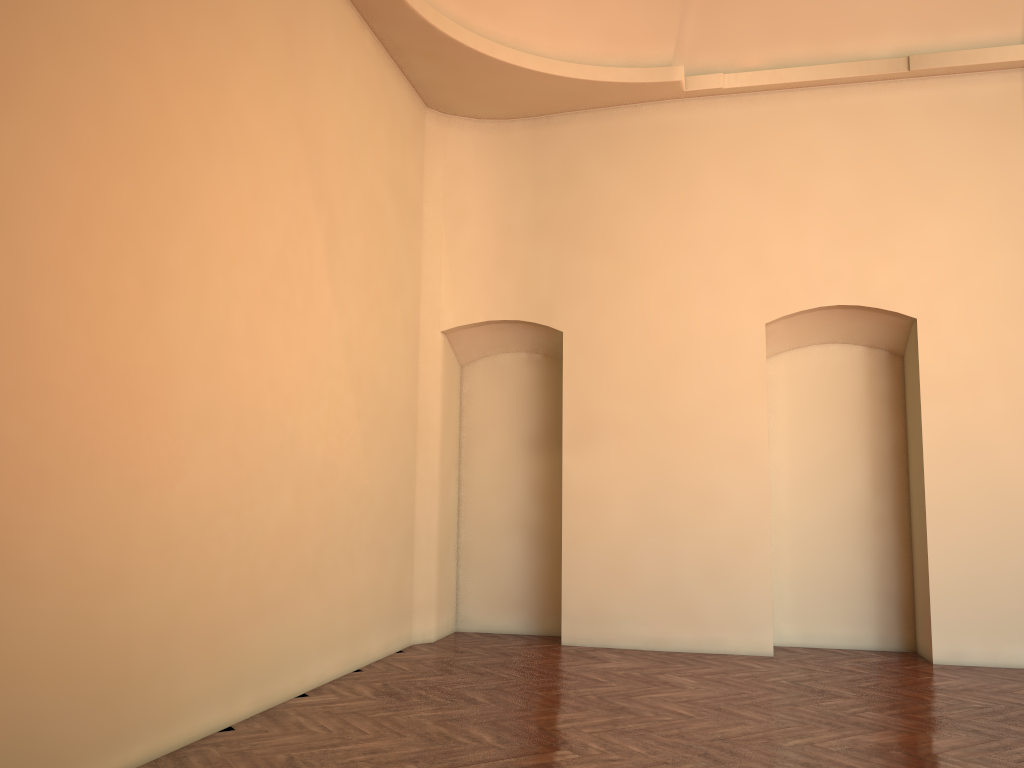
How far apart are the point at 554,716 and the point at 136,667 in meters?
2.5 m
